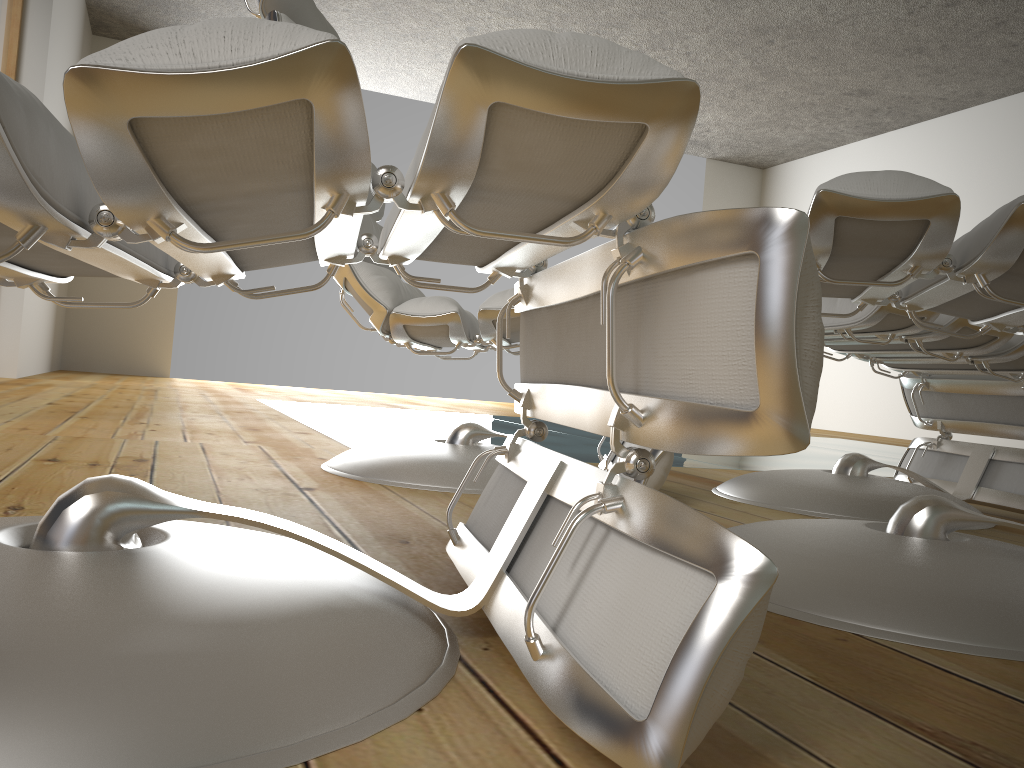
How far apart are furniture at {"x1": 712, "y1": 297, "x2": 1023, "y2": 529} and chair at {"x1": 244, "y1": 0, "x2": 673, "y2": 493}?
0.2 meters

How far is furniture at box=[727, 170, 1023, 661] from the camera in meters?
0.8 m

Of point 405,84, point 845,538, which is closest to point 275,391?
point 405,84

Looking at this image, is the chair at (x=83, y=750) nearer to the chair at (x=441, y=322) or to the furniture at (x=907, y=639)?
the furniture at (x=907, y=639)

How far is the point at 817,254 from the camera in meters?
0.9

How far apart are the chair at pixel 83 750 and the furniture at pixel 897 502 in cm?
92

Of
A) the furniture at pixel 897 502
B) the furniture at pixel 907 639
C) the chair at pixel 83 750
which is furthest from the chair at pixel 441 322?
the chair at pixel 83 750

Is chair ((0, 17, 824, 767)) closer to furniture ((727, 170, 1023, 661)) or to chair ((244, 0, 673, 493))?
furniture ((727, 170, 1023, 661))

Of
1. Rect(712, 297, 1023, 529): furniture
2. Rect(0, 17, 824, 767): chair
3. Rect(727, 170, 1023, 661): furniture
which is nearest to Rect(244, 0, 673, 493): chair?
Rect(712, 297, 1023, 529): furniture

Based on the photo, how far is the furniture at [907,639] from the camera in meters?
0.8 m
